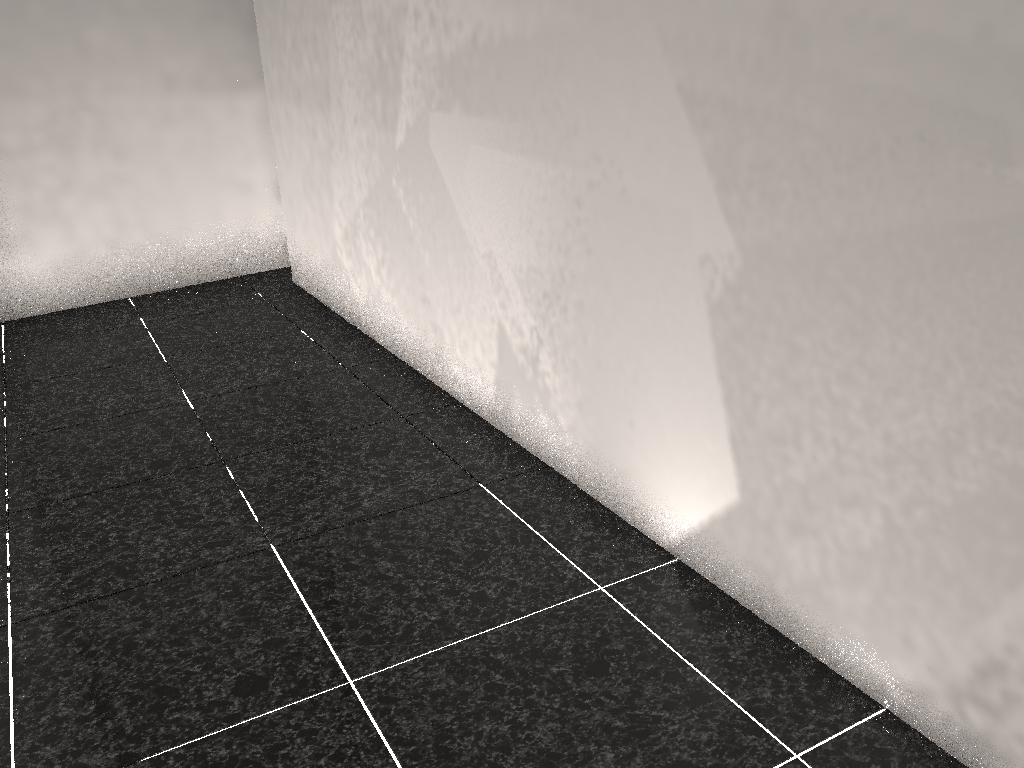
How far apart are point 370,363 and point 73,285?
2.0m

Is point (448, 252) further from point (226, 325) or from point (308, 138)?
point (226, 325)
